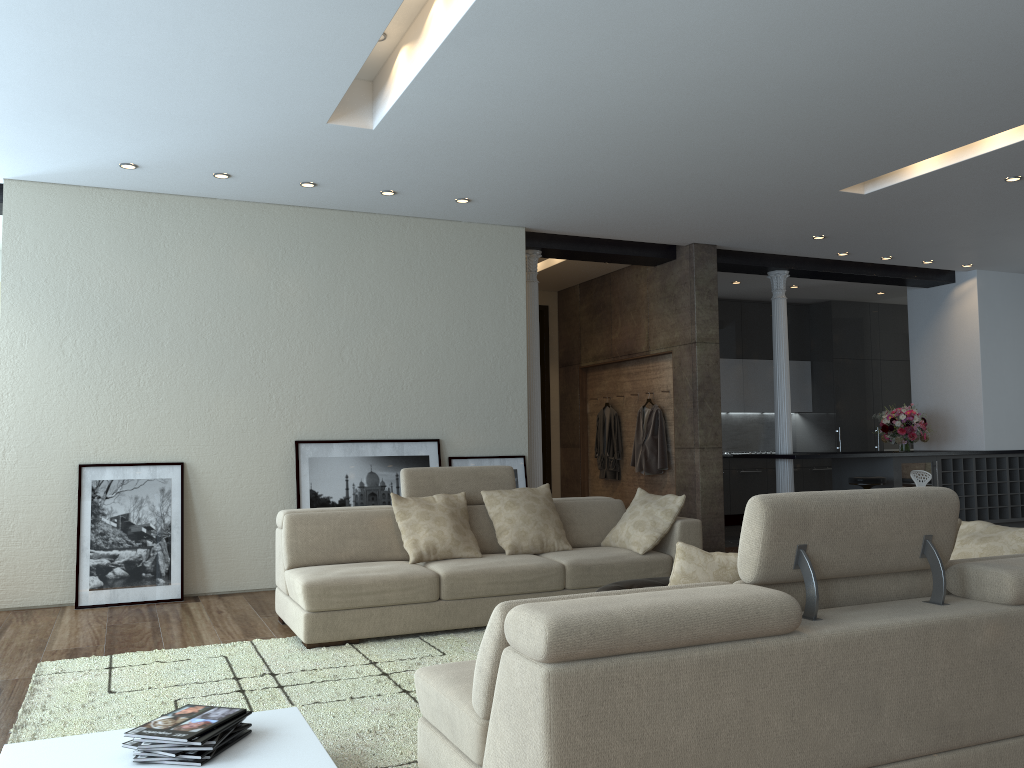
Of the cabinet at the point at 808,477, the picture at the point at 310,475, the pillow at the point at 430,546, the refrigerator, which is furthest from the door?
the pillow at the point at 430,546

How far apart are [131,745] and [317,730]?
0.9 meters

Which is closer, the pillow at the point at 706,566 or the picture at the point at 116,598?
the pillow at the point at 706,566

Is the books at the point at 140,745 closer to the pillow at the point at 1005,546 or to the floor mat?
the floor mat

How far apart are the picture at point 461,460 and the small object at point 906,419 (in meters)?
4.68

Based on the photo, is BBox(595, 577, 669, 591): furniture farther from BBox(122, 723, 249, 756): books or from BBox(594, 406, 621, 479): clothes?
BBox(594, 406, 621, 479): clothes

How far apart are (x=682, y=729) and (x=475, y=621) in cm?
304

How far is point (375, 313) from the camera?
7.24m

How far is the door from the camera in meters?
11.0 m

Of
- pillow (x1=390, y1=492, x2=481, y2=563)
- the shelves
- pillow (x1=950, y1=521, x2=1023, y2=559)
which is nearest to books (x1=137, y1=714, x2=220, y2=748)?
pillow (x1=390, y1=492, x2=481, y2=563)
